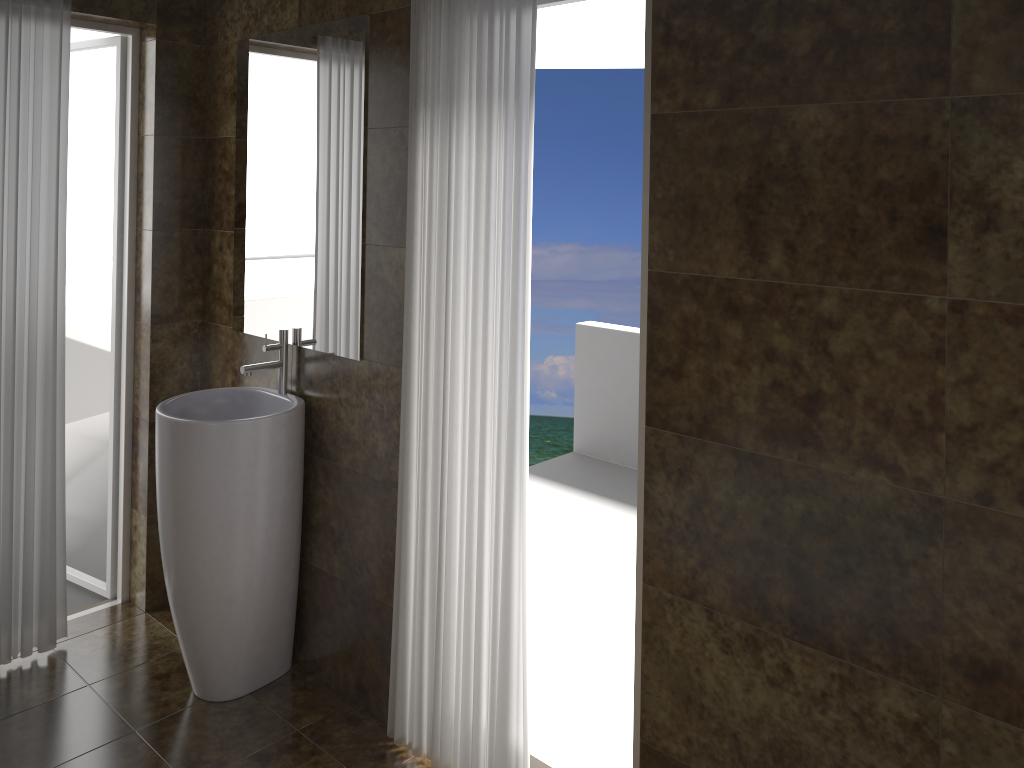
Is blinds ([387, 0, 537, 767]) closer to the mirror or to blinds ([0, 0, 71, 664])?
the mirror

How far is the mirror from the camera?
2.7 meters

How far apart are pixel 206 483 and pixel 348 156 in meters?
1.1 m

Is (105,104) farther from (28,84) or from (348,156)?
(348,156)

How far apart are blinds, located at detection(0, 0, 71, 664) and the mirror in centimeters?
55cm

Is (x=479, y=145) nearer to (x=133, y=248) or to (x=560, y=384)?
(x=133, y=248)

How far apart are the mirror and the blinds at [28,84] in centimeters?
55cm

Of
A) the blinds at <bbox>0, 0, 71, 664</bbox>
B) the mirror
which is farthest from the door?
the mirror

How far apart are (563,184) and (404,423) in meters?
14.3

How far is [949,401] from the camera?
1.6 meters
